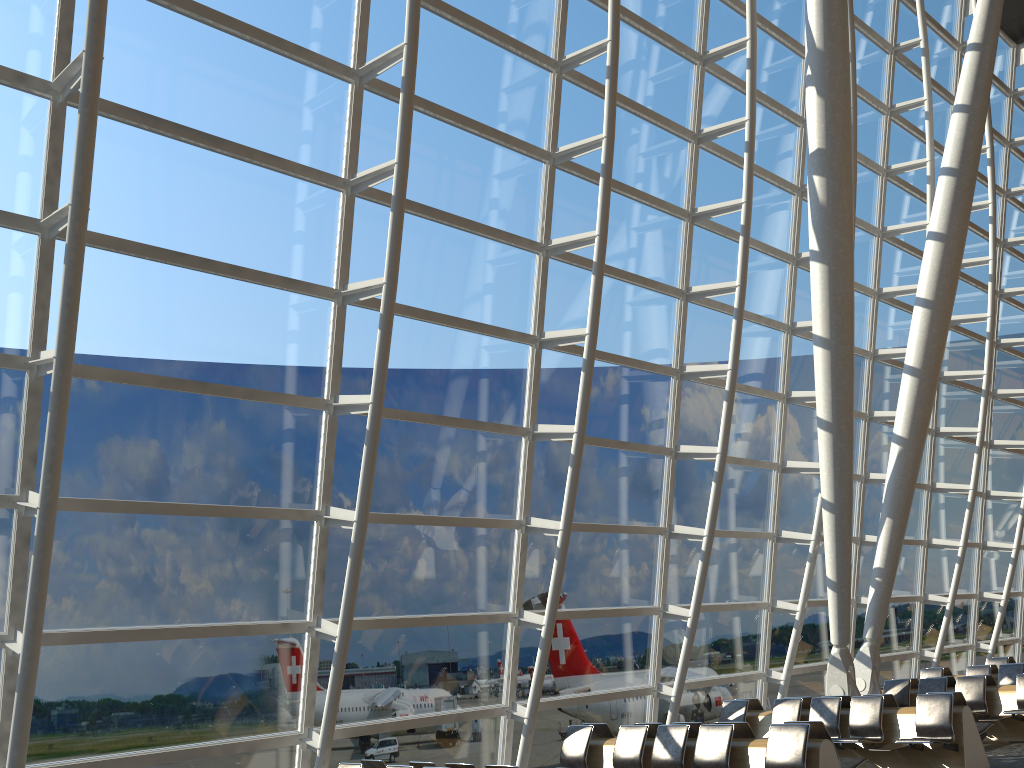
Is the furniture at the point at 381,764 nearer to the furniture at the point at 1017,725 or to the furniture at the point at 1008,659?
the furniture at the point at 1017,725

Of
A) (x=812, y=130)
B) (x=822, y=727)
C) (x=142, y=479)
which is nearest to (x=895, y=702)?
(x=822, y=727)

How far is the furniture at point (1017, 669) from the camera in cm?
1449

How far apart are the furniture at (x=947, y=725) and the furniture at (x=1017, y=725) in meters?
1.6

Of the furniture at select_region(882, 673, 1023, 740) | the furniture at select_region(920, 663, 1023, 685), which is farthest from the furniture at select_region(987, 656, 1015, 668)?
the furniture at select_region(882, 673, 1023, 740)

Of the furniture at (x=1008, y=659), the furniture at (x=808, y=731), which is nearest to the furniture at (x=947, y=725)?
the furniture at (x=808, y=731)

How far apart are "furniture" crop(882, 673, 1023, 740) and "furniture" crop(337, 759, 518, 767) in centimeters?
815cm

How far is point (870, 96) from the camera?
16.0m

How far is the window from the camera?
7.5m

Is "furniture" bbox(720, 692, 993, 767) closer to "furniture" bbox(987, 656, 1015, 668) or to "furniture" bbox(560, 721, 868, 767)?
"furniture" bbox(560, 721, 868, 767)
